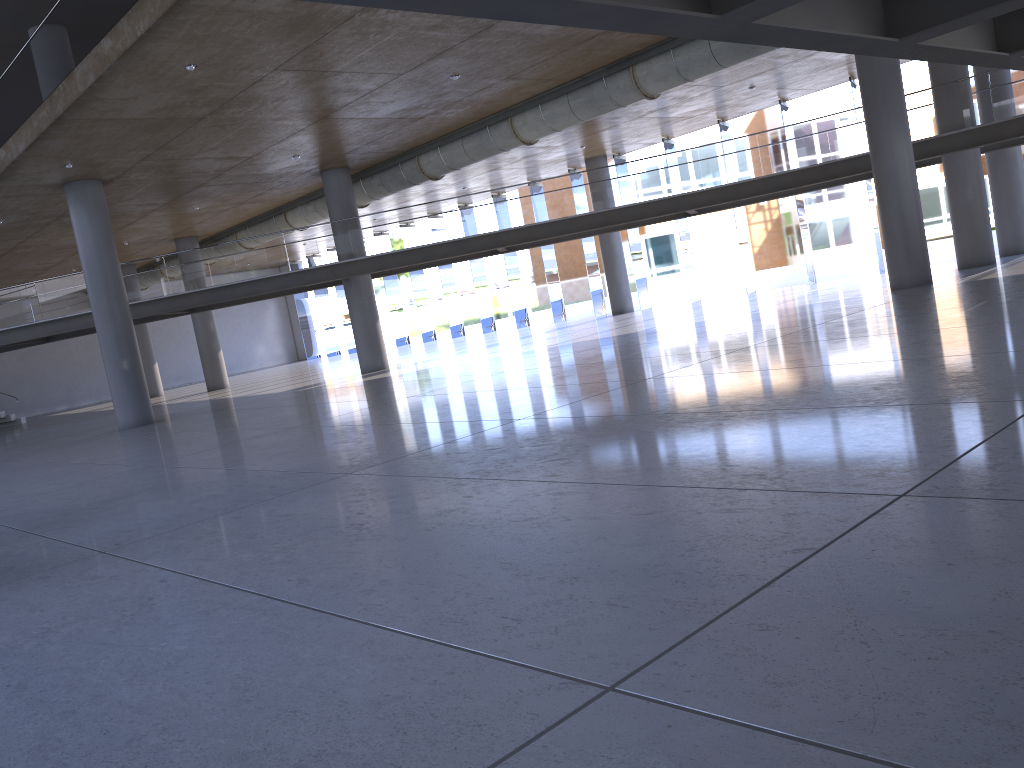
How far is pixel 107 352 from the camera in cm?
1986
